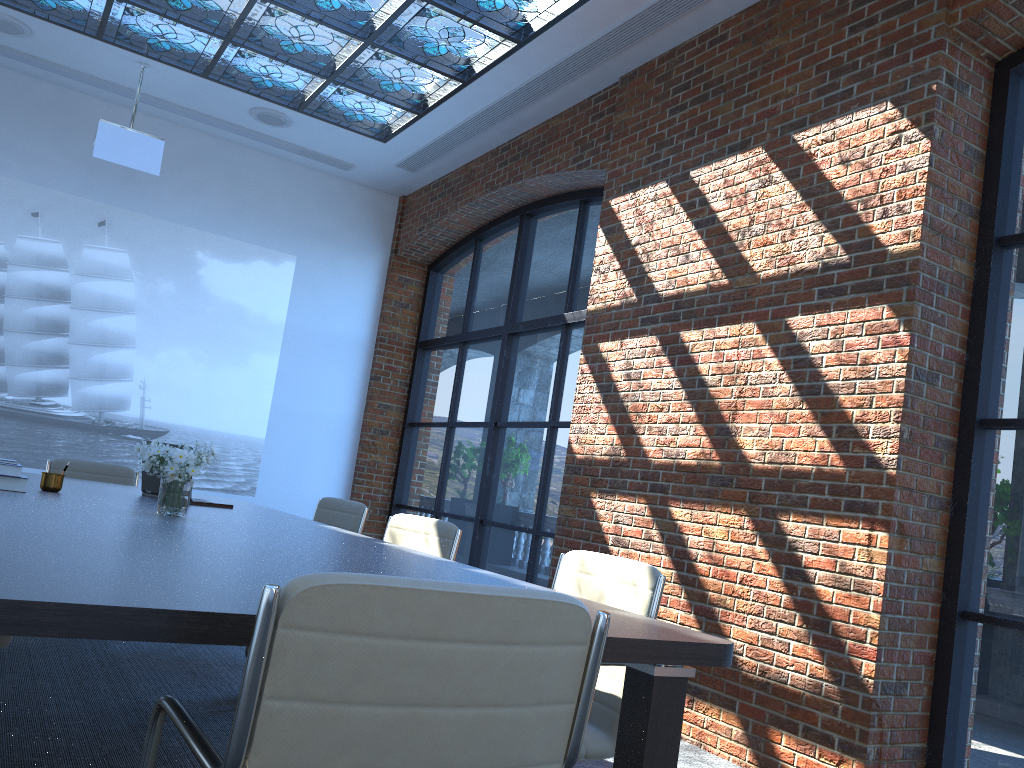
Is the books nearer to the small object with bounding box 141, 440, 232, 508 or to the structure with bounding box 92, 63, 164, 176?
the small object with bounding box 141, 440, 232, 508

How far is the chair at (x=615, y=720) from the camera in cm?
261

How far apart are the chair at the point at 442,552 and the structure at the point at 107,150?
4.0 meters

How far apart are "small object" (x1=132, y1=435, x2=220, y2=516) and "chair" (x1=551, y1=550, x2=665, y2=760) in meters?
1.4 m

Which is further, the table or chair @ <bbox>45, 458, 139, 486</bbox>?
chair @ <bbox>45, 458, 139, 486</bbox>

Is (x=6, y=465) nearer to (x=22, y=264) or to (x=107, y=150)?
(x=107, y=150)

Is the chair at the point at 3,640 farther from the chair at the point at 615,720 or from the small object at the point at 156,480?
the chair at the point at 615,720

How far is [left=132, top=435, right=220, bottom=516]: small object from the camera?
3.3m

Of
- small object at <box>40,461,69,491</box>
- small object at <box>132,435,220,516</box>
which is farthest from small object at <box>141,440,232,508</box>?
small object at <box>132,435,220,516</box>

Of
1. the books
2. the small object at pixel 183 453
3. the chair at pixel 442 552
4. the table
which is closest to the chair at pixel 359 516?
the table
